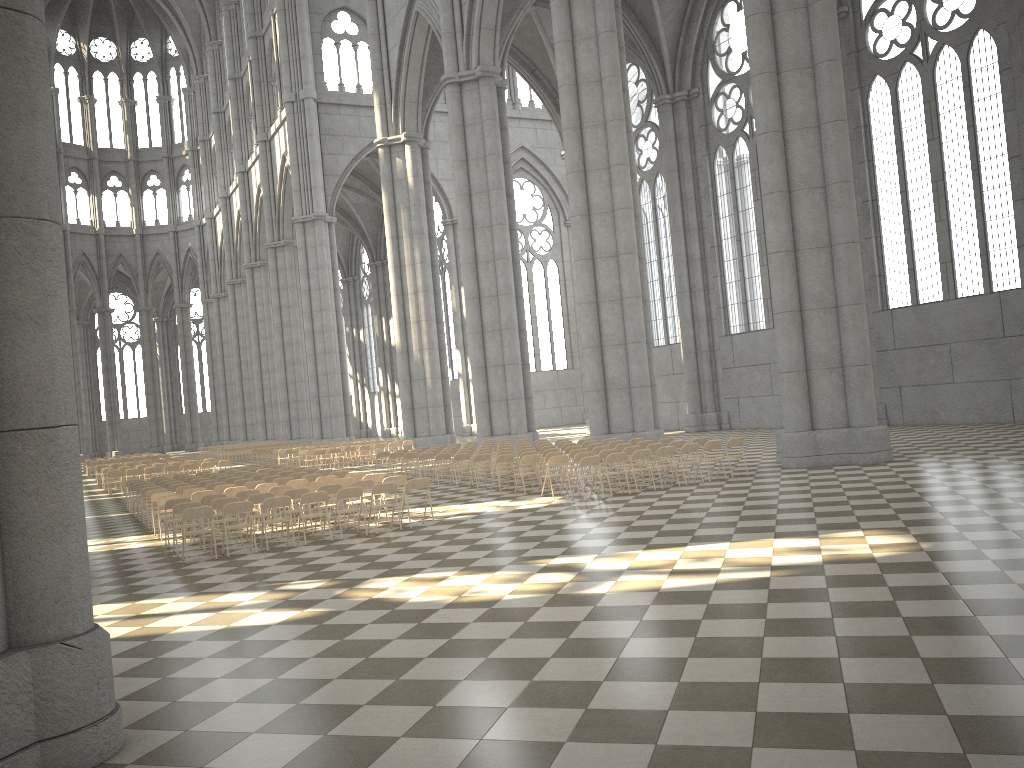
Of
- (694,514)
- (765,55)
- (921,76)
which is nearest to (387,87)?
(921,76)

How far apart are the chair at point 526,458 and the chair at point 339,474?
3.9m

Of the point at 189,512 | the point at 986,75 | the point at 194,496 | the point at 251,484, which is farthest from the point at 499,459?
the point at 986,75

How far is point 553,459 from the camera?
17.3m

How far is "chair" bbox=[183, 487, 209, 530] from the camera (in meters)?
17.42

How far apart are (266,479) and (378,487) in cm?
580

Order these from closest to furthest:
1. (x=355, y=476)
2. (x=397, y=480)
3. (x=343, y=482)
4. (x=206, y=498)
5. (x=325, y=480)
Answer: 1. (x=206, y=498)
2. (x=397, y=480)
3. (x=343, y=482)
4. (x=325, y=480)
5. (x=355, y=476)

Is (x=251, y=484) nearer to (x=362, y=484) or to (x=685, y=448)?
(x=362, y=484)

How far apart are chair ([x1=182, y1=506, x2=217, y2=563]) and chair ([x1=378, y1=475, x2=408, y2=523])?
3.6m

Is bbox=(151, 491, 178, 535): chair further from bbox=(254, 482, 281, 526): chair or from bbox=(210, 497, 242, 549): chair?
bbox=(210, 497, 242, 549): chair
